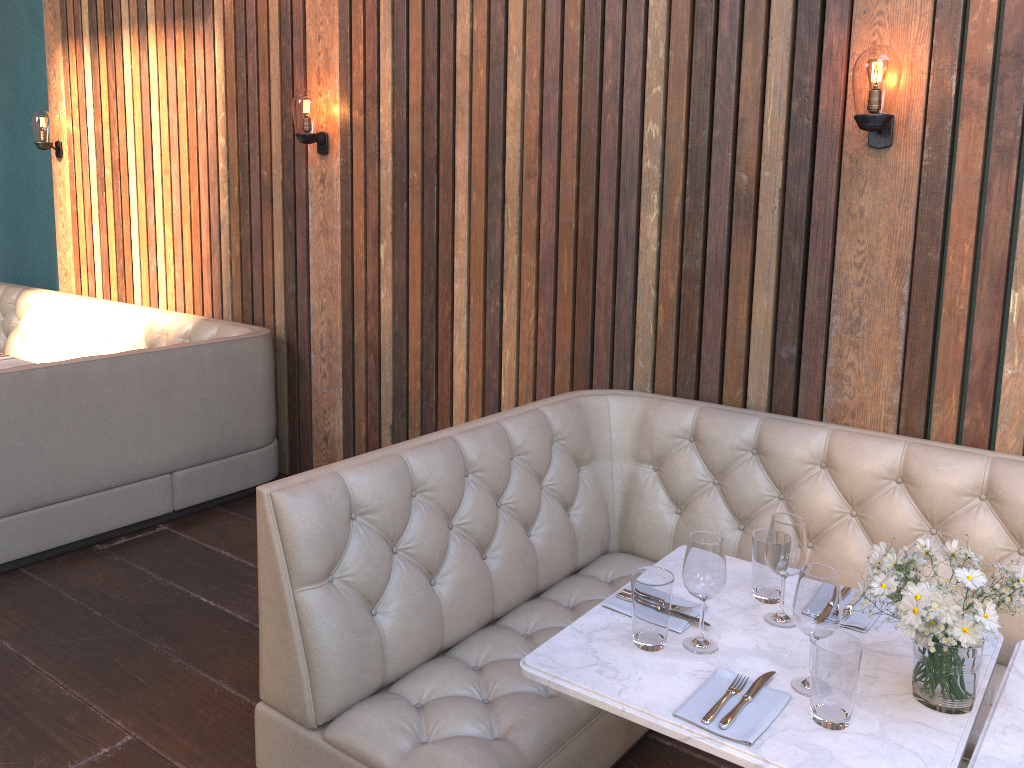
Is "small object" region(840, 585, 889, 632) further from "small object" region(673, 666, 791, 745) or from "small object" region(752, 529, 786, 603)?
"small object" region(673, 666, 791, 745)

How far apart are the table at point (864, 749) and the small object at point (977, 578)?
0.0 meters

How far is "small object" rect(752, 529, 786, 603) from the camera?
2.11m

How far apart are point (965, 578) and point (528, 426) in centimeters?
166cm

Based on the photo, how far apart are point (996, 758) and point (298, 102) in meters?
3.9

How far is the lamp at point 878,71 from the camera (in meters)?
2.70

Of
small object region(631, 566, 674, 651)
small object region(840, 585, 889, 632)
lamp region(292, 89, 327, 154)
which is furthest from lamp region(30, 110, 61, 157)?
small object region(840, 585, 889, 632)

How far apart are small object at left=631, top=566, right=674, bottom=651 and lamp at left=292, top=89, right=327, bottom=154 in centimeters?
317cm

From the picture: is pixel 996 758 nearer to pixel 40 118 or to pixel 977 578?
pixel 977 578

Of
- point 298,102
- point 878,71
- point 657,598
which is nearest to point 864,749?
point 657,598
